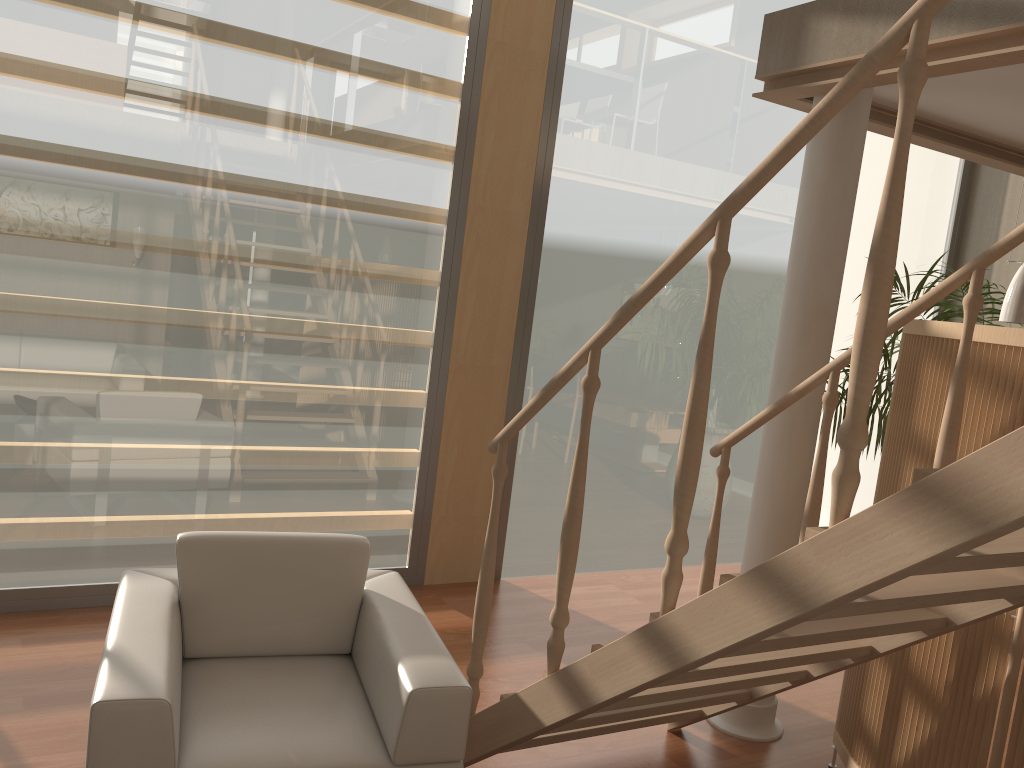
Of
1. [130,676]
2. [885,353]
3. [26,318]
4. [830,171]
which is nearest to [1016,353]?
[830,171]

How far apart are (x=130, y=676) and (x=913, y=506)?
1.73m

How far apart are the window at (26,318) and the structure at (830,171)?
1.8m

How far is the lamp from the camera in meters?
3.2 m

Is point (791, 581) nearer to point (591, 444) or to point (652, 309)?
point (591, 444)

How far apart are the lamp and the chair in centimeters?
235cm

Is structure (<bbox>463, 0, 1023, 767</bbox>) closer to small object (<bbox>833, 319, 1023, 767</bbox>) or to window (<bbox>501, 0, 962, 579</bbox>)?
small object (<bbox>833, 319, 1023, 767</bbox>)

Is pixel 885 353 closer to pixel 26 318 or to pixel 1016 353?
pixel 1016 353

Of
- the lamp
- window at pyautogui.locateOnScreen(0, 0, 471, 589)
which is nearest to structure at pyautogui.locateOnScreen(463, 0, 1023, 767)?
the lamp

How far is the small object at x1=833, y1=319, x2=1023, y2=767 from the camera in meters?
2.5 m
